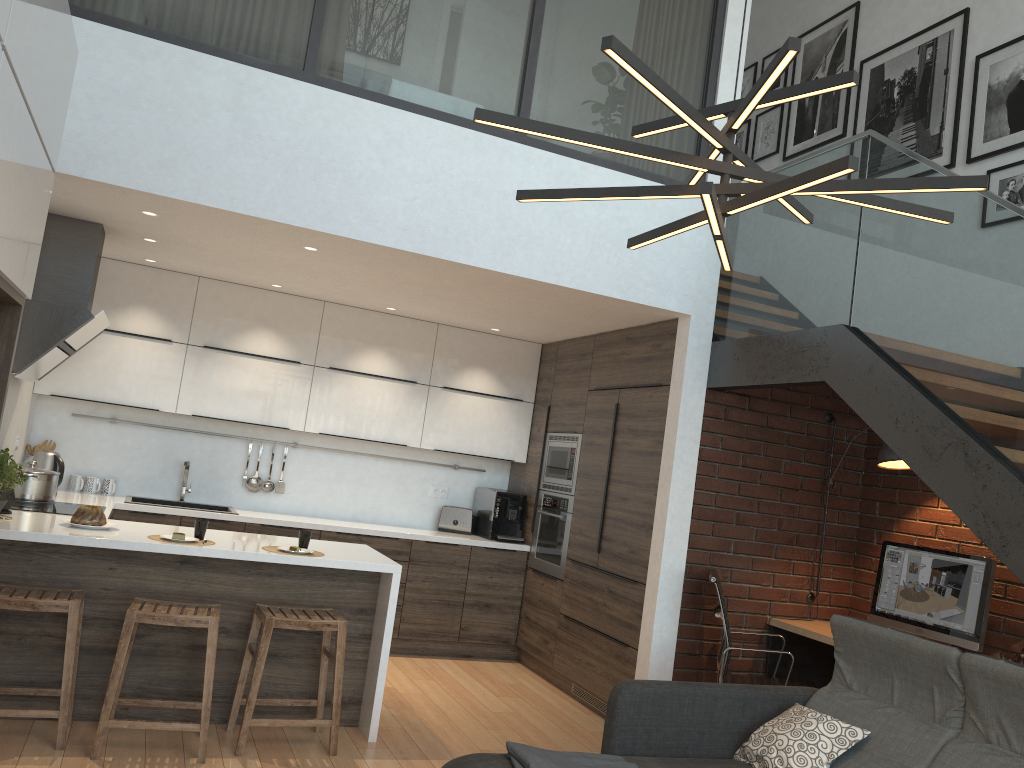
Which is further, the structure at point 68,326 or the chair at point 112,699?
the structure at point 68,326

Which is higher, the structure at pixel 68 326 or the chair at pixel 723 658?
the structure at pixel 68 326

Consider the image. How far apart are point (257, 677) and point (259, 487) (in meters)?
2.65

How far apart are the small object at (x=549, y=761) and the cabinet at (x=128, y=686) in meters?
1.4 m

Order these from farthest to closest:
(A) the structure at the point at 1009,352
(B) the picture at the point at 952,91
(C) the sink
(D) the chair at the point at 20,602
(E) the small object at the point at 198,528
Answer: (C) the sink, (B) the picture at the point at 952,91, (E) the small object at the point at 198,528, (D) the chair at the point at 20,602, (A) the structure at the point at 1009,352

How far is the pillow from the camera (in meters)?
3.23

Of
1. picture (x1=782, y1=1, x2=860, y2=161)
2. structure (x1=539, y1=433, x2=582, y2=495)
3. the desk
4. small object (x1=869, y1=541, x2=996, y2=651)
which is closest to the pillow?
the desk

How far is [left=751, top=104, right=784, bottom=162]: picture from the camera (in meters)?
6.86

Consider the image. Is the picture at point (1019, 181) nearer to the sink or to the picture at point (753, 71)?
the picture at point (753, 71)

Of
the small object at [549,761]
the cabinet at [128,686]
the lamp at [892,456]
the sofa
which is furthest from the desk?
the small object at [549,761]
